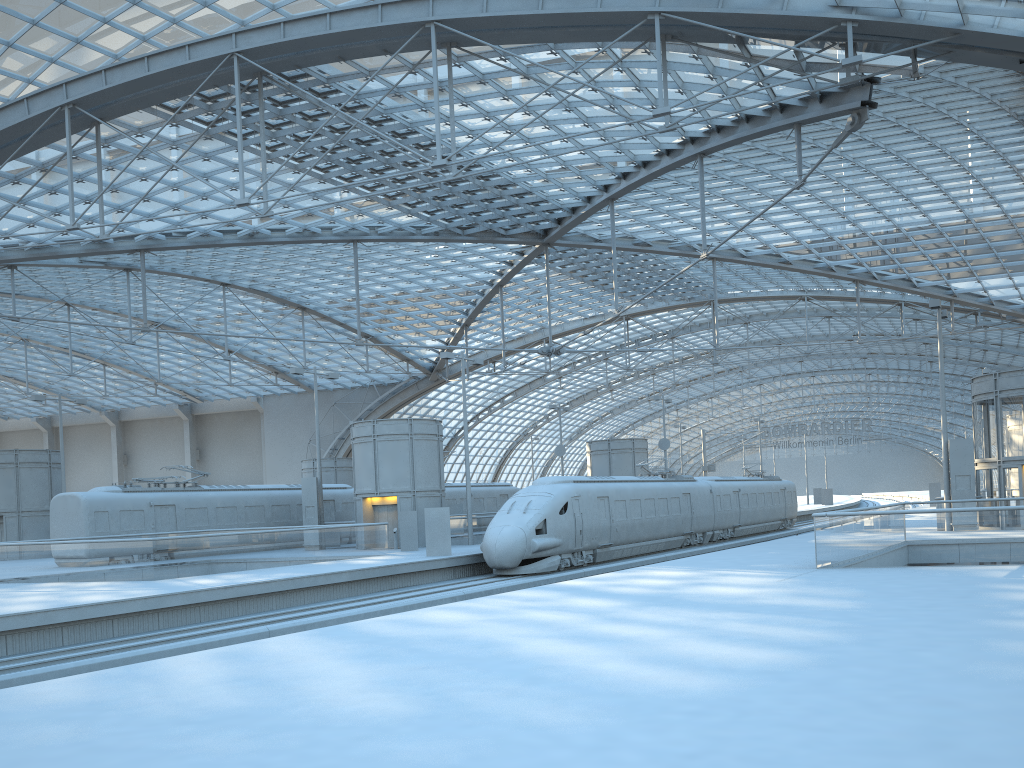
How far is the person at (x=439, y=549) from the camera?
29.7 meters

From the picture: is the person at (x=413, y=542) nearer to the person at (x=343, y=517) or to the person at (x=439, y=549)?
the person at (x=439, y=549)

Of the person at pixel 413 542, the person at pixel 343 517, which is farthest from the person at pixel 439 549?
the person at pixel 343 517

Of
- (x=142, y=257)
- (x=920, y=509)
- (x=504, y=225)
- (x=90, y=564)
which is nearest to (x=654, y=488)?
(x=504, y=225)

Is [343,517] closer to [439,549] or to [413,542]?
[413,542]

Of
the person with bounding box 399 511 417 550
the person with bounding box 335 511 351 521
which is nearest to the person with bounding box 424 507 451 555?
the person with bounding box 399 511 417 550

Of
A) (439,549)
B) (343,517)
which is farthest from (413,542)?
(343,517)

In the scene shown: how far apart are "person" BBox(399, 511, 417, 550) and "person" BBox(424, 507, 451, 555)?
4.3 meters

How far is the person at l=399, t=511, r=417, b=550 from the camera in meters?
33.9

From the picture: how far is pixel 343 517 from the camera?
42.4m
